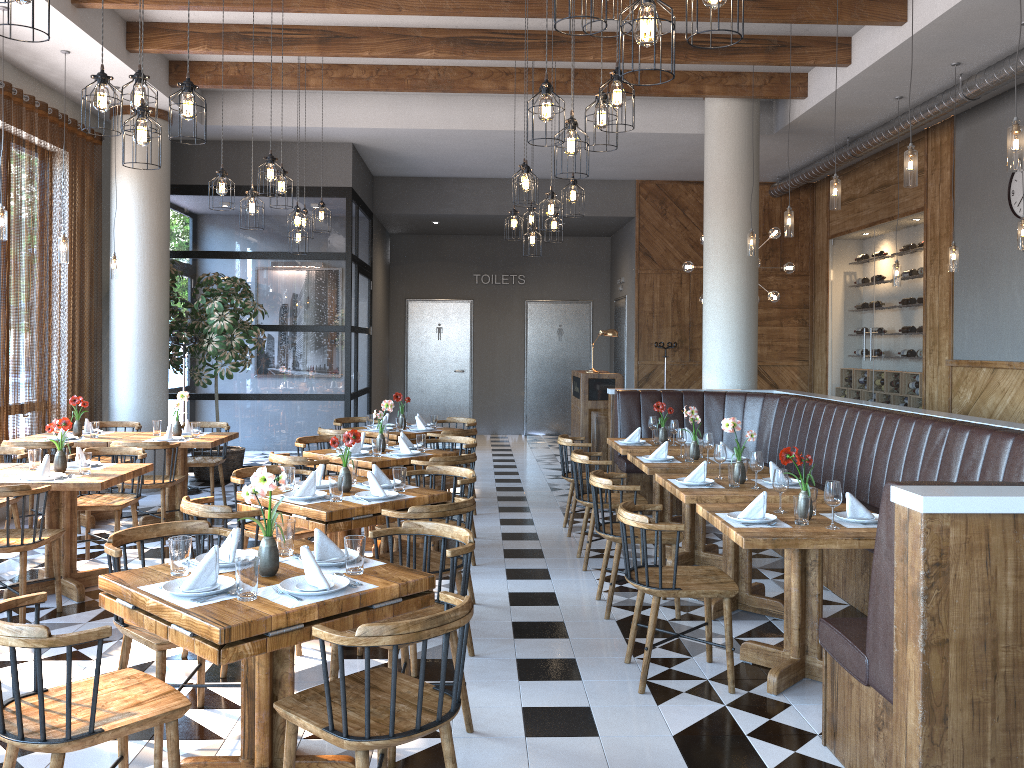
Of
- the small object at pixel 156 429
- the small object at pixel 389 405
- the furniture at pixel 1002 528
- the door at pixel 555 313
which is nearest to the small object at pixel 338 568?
the furniture at pixel 1002 528

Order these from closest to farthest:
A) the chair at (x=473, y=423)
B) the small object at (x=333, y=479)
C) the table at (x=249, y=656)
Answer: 1. the table at (x=249, y=656)
2. the small object at (x=333, y=479)
3. the chair at (x=473, y=423)

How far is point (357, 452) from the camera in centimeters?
667cm

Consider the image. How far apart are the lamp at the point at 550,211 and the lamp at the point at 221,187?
2.4 meters

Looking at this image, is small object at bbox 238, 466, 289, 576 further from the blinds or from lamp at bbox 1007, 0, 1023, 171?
the blinds

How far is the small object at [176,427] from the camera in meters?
7.8

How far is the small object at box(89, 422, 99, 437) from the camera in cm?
767

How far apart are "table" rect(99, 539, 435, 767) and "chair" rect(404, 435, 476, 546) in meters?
3.4 m

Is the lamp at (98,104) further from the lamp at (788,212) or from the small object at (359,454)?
the lamp at (788,212)

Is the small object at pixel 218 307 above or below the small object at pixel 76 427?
above
